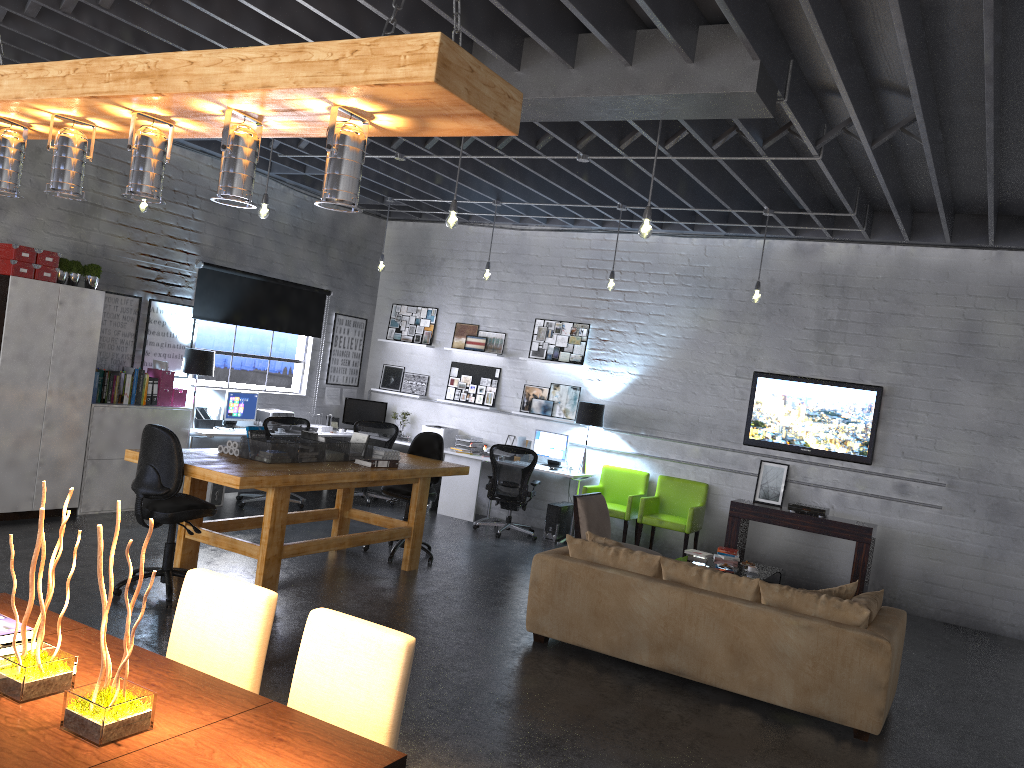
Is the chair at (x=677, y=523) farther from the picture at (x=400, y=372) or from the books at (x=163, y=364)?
the books at (x=163, y=364)

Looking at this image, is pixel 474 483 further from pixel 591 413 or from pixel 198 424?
pixel 198 424

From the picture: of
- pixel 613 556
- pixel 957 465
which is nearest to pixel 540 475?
pixel 957 465

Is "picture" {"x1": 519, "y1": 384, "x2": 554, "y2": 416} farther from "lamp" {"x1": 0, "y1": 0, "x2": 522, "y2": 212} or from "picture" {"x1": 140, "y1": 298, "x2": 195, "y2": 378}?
"lamp" {"x1": 0, "y1": 0, "x2": 522, "y2": 212}

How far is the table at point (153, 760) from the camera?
2.12m

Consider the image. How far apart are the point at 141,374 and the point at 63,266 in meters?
1.3

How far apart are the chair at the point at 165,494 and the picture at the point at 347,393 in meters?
5.7

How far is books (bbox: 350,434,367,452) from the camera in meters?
7.5 m

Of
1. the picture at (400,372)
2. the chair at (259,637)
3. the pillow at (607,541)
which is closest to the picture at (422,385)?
the picture at (400,372)

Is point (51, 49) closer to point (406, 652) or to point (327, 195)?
point (327, 195)
